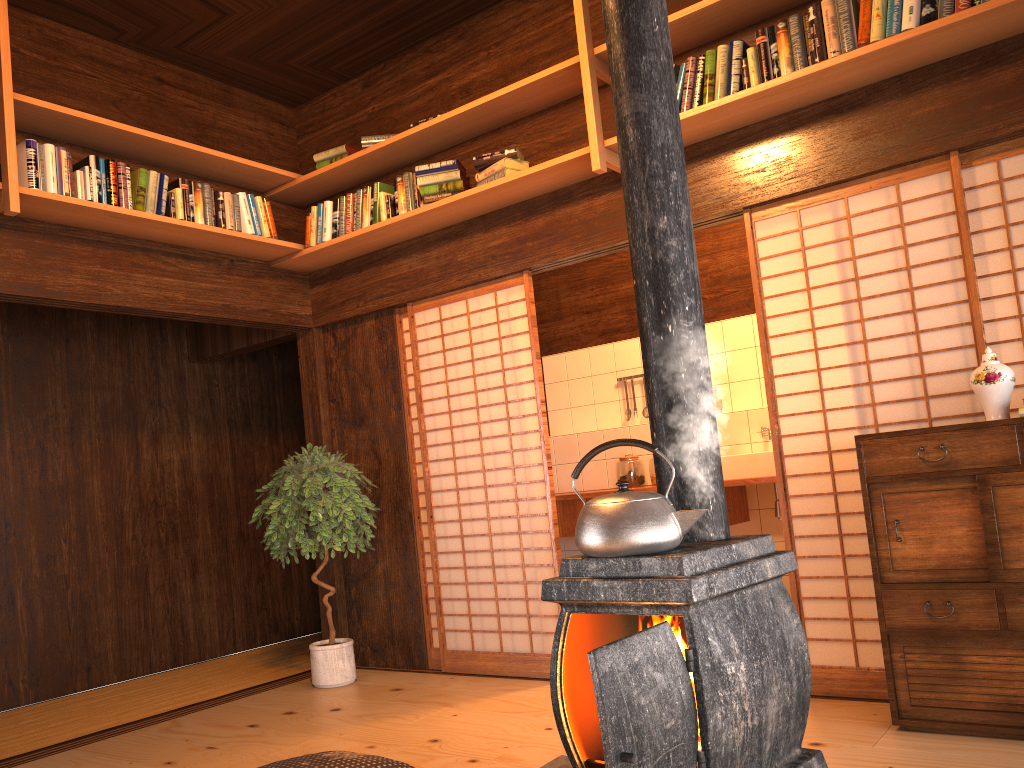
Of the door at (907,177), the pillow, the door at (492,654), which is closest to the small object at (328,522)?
the door at (492,654)

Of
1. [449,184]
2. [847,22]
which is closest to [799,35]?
[847,22]

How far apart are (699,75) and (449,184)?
1.4m

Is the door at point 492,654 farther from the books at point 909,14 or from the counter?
the books at point 909,14

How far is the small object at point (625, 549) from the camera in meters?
1.7

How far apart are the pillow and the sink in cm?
323

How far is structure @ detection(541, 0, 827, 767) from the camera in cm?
147

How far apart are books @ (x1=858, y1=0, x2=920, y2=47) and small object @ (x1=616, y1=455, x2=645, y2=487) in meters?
3.5 m

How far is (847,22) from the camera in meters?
3.3

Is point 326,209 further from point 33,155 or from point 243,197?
point 33,155
